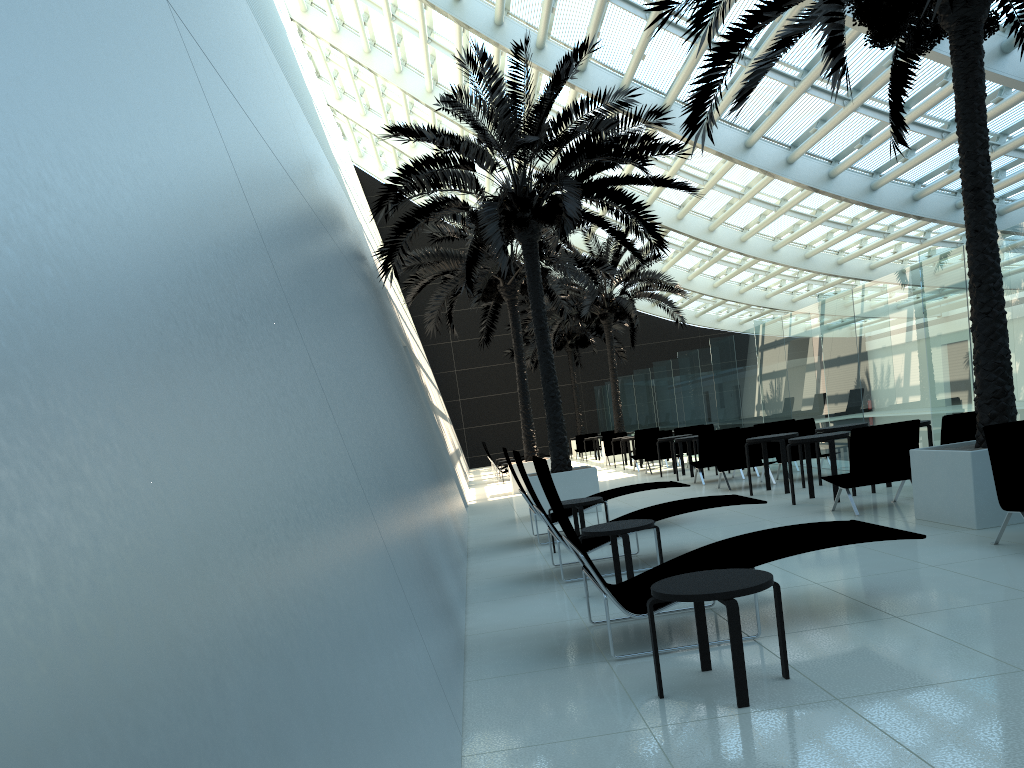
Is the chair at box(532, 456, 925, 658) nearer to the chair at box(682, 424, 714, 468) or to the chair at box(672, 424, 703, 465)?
the chair at box(682, 424, 714, 468)

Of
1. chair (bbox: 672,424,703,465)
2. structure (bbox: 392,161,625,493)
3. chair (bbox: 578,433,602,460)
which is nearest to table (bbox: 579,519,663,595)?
structure (bbox: 392,161,625,493)

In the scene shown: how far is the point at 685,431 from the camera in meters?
19.4

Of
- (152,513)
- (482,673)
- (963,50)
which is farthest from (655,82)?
(152,513)

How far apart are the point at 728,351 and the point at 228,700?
17.96m

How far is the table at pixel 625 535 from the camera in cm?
622

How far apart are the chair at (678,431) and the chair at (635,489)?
10.2 meters

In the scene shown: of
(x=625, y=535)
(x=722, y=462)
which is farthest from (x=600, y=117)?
(x=625, y=535)

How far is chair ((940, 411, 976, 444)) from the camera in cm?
876

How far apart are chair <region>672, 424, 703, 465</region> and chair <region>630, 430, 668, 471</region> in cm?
94
